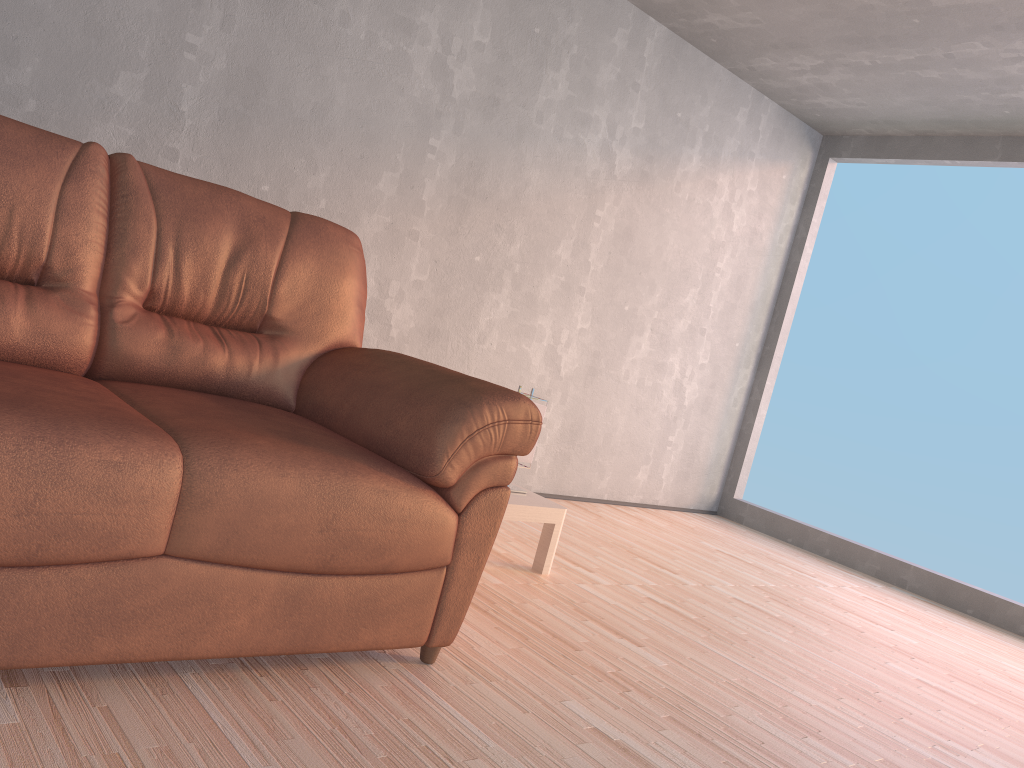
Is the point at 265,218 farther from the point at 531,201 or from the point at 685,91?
the point at 685,91

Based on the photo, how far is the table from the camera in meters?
2.9 m

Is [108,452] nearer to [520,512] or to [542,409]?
[520,512]

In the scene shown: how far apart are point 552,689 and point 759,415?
3.8m

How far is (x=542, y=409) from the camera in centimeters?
315cm

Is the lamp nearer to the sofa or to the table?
the table

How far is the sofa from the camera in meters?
1.5 m

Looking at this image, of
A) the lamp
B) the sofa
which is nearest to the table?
the lamp

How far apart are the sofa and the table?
0.8m

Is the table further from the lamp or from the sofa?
the sofa
